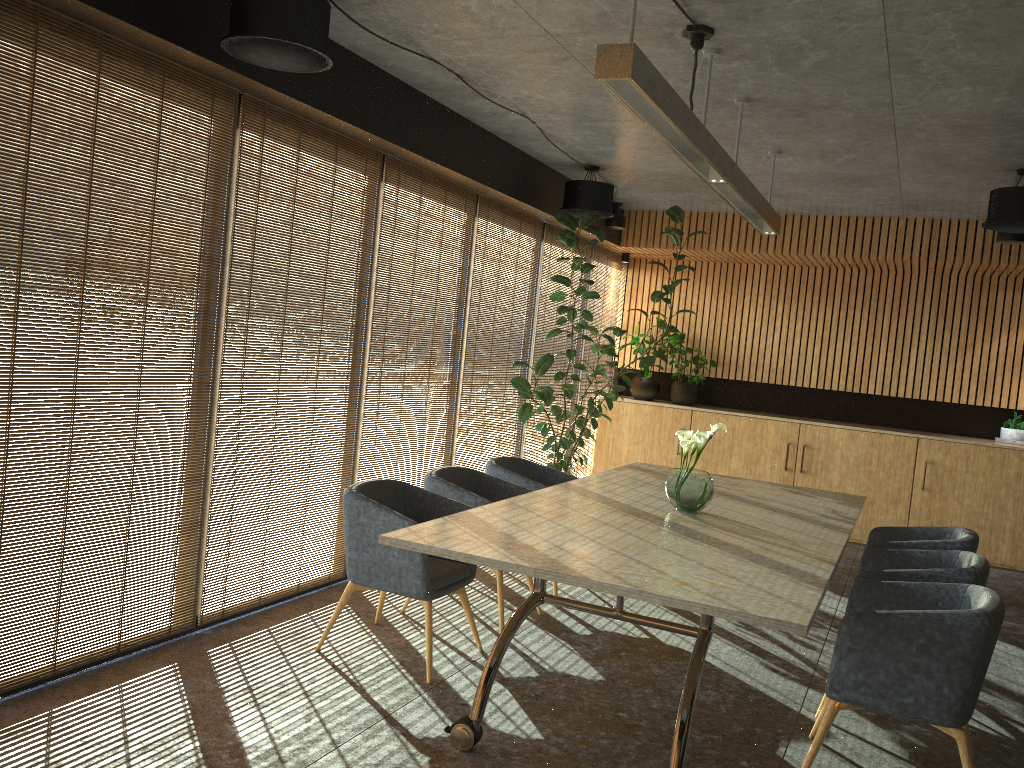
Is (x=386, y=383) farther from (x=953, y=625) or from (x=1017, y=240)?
(x=1017, y=240)

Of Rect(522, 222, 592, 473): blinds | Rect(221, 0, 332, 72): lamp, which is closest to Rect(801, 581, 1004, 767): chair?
Rect(221, 0, 332, 72): lamp

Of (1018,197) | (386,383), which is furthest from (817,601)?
(1018,197)

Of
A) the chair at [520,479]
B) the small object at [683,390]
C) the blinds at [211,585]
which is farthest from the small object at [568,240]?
the blinds at [211,585]

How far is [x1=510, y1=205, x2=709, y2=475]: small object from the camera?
8.1 meters

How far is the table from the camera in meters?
3.5

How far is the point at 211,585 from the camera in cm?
514

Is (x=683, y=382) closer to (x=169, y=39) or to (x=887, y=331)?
(x=887, y=331)

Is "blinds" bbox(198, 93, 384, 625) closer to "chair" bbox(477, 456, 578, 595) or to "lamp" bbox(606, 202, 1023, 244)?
"chair" bbox(477, 456, 578, 595)

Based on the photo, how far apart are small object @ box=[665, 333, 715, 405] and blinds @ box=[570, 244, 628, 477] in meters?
1.1 m
